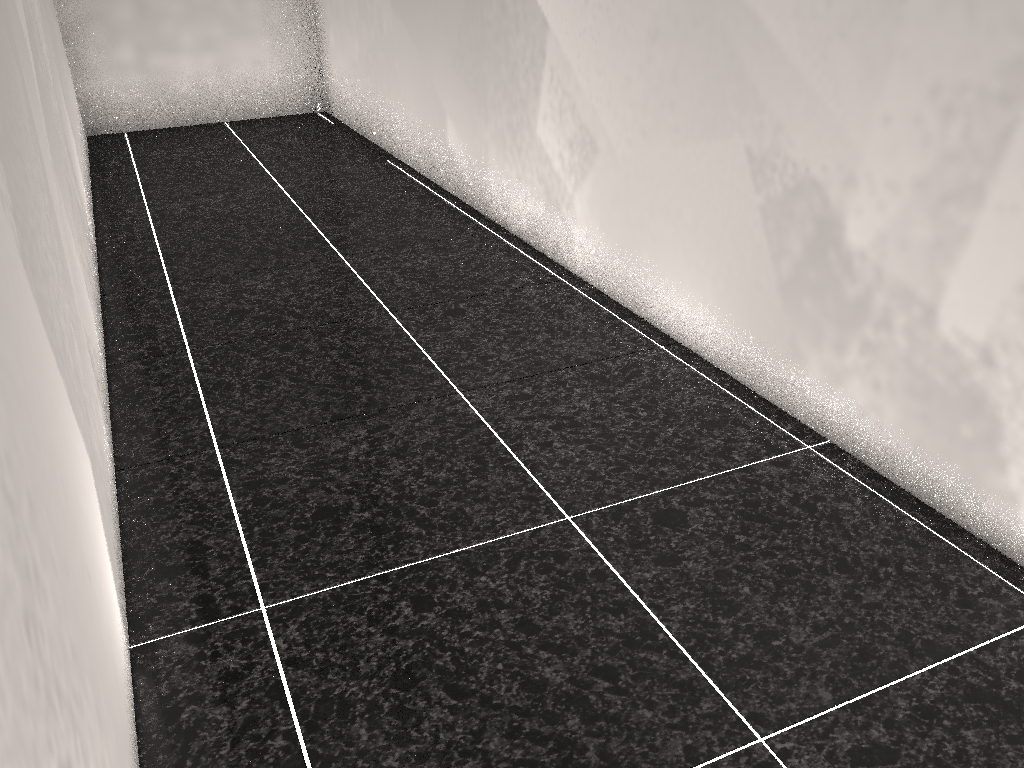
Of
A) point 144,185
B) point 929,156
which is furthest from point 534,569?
point 144,185
